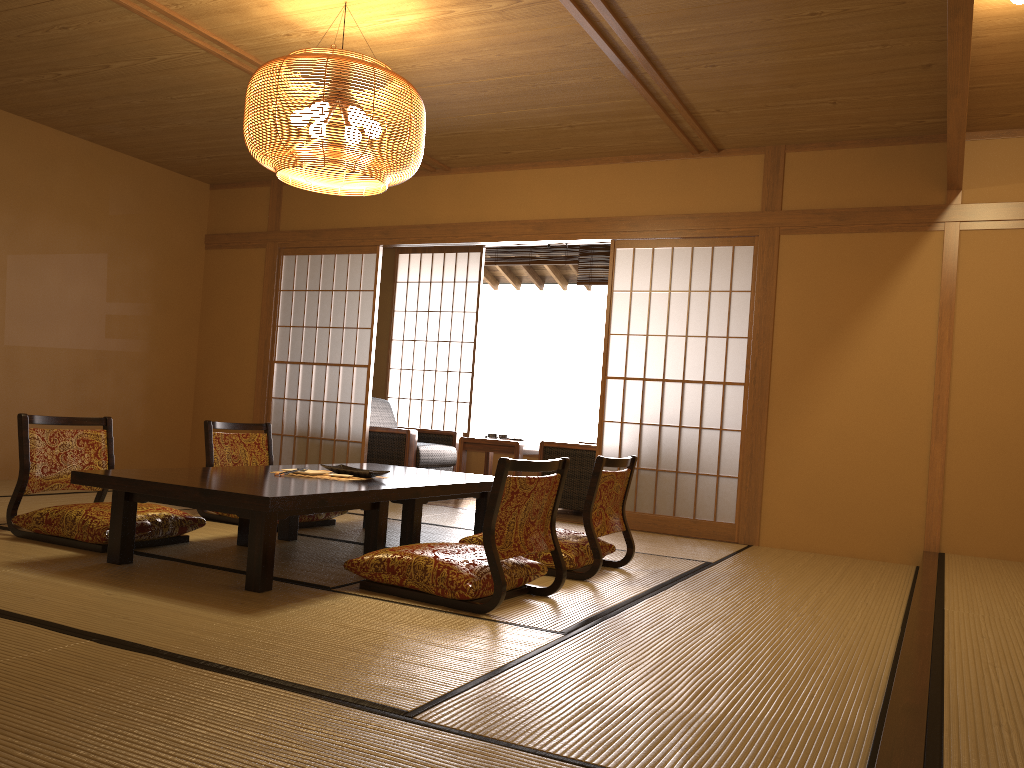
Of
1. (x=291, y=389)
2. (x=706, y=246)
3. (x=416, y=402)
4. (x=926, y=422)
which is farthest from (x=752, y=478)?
(x=416, y=402)

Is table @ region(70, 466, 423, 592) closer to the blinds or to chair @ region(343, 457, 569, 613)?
chair @ region(343, 457, 569, 613)

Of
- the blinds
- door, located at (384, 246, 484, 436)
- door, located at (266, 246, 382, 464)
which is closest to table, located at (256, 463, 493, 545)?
door, located at (266, 246, 382, 464)

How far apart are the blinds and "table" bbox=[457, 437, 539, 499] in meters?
1.7 m

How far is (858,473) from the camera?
5.24m

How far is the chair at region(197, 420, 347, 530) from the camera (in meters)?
4.92

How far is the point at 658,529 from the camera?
5.77m

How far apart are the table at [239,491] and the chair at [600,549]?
0.4m

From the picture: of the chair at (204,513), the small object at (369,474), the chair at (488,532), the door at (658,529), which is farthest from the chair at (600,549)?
the door at (658,529)

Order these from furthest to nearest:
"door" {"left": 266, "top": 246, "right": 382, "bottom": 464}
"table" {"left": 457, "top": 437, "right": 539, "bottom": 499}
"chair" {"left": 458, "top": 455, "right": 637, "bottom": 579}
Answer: "door" {"left": 266, "top": 246, "right": 382, "bottom": 464} < "table" {"left": 457, "top": 437, "right": 539, "bottom": 499} < "chair" {"left": 458, "top": 455, "right": 637, "bottom": 579}
